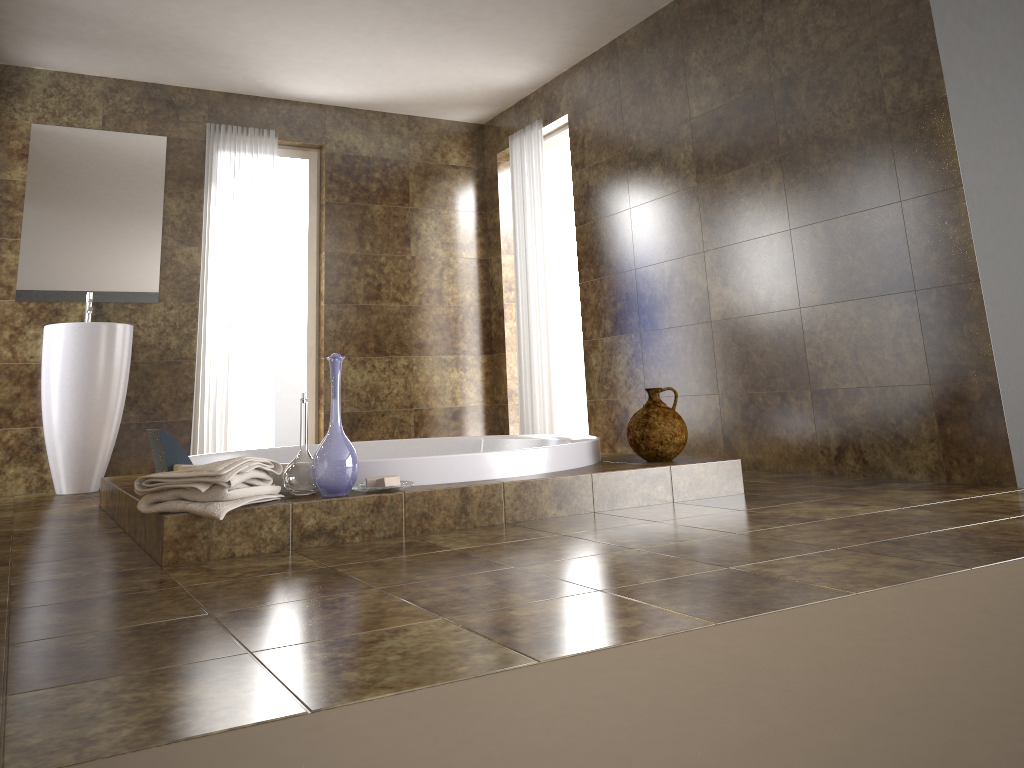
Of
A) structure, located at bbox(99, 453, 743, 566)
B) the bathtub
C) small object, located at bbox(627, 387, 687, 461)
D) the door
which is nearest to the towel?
structure, located at bbox(99, 453, 743, 566)

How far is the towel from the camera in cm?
238

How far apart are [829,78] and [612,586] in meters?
2.7

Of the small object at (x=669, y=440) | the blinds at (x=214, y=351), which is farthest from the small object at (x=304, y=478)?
the blinds at (x=214, y=351)

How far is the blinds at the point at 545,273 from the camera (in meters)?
5.71

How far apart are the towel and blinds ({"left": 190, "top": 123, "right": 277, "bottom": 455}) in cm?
300

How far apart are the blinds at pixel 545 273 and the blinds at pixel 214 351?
1.6 meters

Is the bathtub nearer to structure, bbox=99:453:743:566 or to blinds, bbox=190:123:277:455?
structure, bbox=99:453:743:566

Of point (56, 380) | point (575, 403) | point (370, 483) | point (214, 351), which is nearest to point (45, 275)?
point (56, 380)

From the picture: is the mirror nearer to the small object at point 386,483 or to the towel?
the towel
